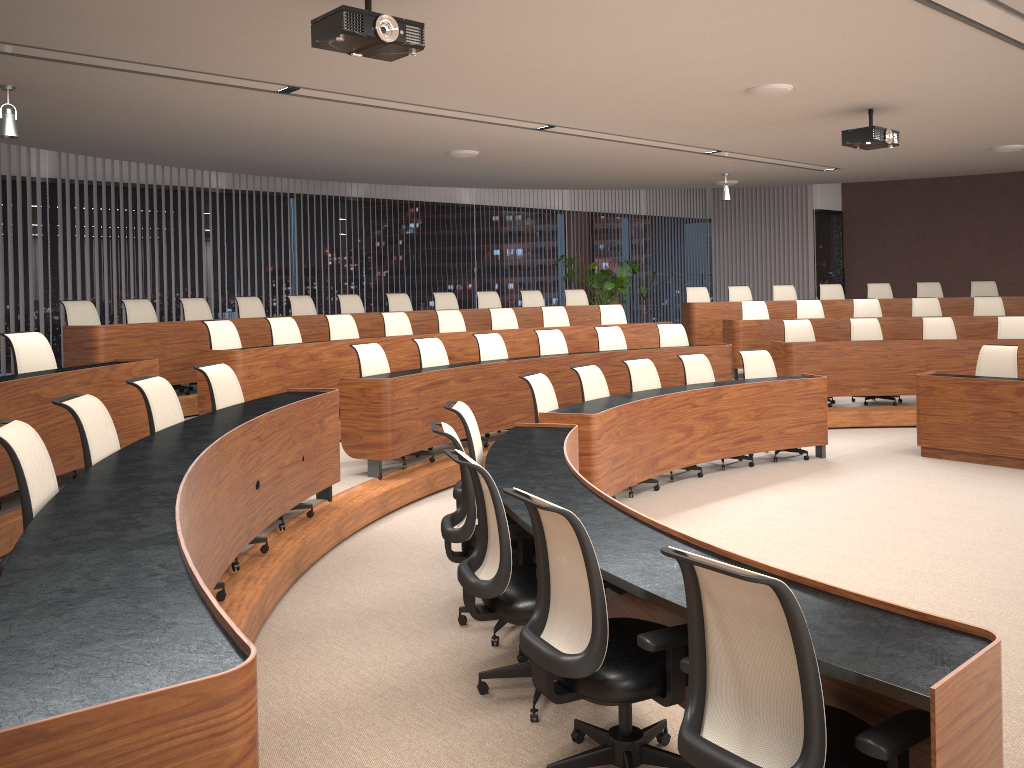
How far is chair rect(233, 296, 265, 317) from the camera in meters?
9.6 m

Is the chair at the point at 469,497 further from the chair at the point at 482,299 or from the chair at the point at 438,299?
the chair at the point at 482,299

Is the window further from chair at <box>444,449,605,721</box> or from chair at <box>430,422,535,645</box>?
chair at <box>444,449,605,721</box>

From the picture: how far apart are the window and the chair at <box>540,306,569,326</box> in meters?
3.2 m

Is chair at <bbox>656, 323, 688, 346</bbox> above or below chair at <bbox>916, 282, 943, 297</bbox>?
below

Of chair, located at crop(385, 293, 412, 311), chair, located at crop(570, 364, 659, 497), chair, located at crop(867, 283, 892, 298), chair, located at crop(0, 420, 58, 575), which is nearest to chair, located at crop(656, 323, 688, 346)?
chair, located at crop(570, 364, 659, 497)

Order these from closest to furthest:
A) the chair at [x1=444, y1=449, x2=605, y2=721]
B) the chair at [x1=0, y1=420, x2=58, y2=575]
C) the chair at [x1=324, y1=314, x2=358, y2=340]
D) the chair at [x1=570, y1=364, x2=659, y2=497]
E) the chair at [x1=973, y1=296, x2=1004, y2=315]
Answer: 1. the chair at [x1=0, y1=420, x2=58, y2=575]
2. the chair at [x1=444, y1=449, x2=605, y2=721]
3. the chair at [x1=570, y1=364, x2=659, y2=497]
4. the chair at [x1=324, y1=314, x2=358, y2=340]
5. the chair at [x1=973, y1=296, x2=1004, y2=315]

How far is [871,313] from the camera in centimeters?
1142cm

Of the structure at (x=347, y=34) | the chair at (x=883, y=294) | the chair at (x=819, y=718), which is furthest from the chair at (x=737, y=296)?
the chair at (x=819, y=718)

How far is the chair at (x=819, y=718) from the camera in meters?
2.0
